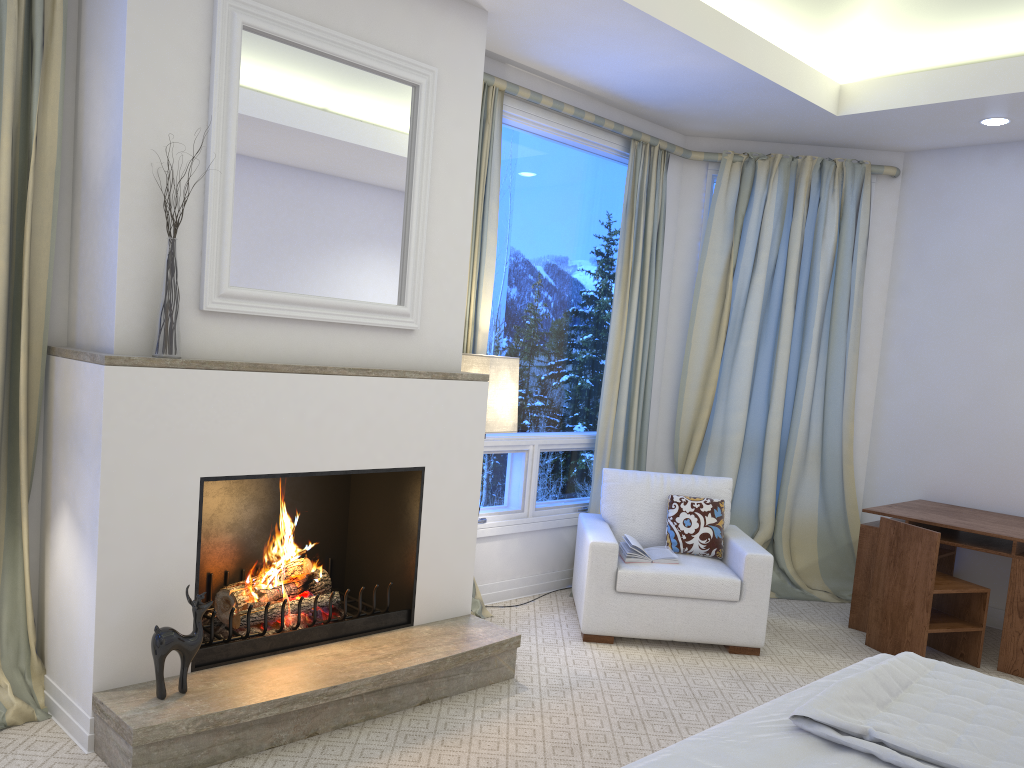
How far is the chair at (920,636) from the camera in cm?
379

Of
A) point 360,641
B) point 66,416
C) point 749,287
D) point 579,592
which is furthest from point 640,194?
point 66,416

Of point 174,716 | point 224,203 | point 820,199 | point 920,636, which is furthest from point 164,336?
point 820,199

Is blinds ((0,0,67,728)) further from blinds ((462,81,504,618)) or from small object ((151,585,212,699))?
→ blinds ((462,81,504,618))

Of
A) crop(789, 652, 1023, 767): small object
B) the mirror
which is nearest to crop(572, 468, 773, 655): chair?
the mirror

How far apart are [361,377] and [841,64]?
3.03m

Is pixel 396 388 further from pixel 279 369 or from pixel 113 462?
pixel 113 462

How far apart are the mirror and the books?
1.4m

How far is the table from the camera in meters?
3.8

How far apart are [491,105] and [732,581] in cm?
231
